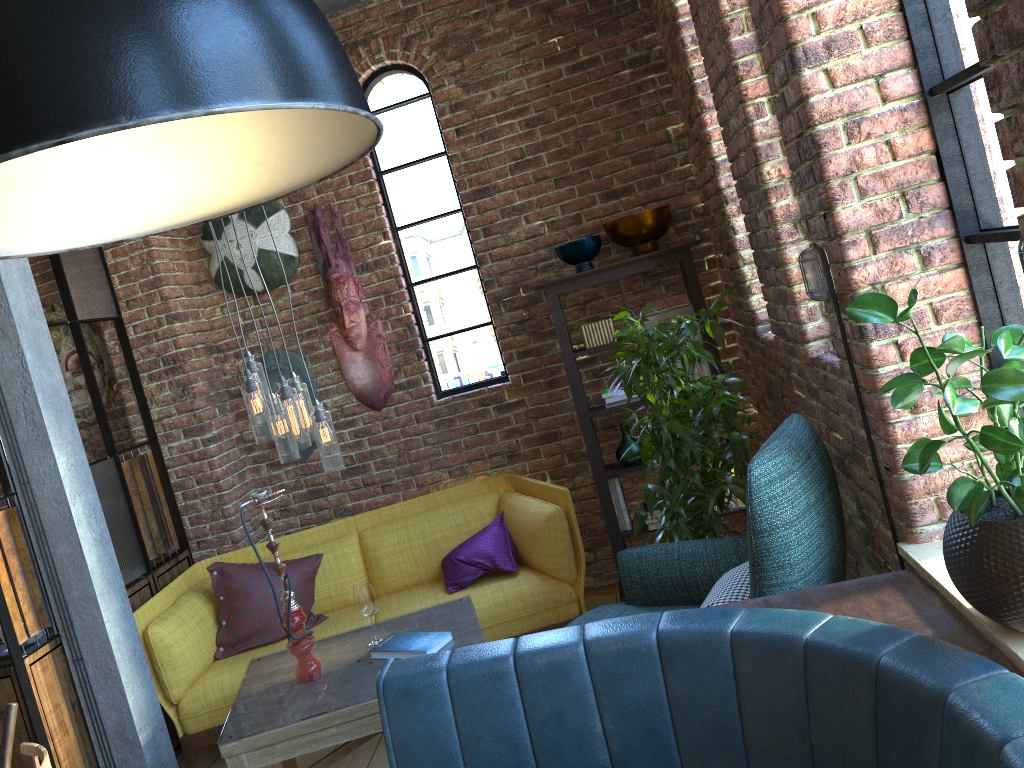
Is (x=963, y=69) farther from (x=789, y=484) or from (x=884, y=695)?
(x=884, y=695)

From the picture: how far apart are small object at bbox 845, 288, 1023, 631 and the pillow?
2.5m

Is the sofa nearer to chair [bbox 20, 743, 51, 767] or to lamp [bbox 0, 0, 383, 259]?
chair [bbox 20, 743, 51, 767]

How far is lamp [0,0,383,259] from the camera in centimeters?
68cm

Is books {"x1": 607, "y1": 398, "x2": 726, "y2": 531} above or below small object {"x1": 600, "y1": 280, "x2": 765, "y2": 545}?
below

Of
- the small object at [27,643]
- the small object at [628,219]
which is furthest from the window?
the small object at [27,643]

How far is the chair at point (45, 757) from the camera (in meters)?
1.76

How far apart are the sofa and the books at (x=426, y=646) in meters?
0.7

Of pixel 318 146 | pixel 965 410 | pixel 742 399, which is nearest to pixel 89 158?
pixel 318 146

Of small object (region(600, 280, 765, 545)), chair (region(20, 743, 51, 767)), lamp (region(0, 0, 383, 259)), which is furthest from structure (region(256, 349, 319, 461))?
lamp (region(0, 0, 383, 259))
